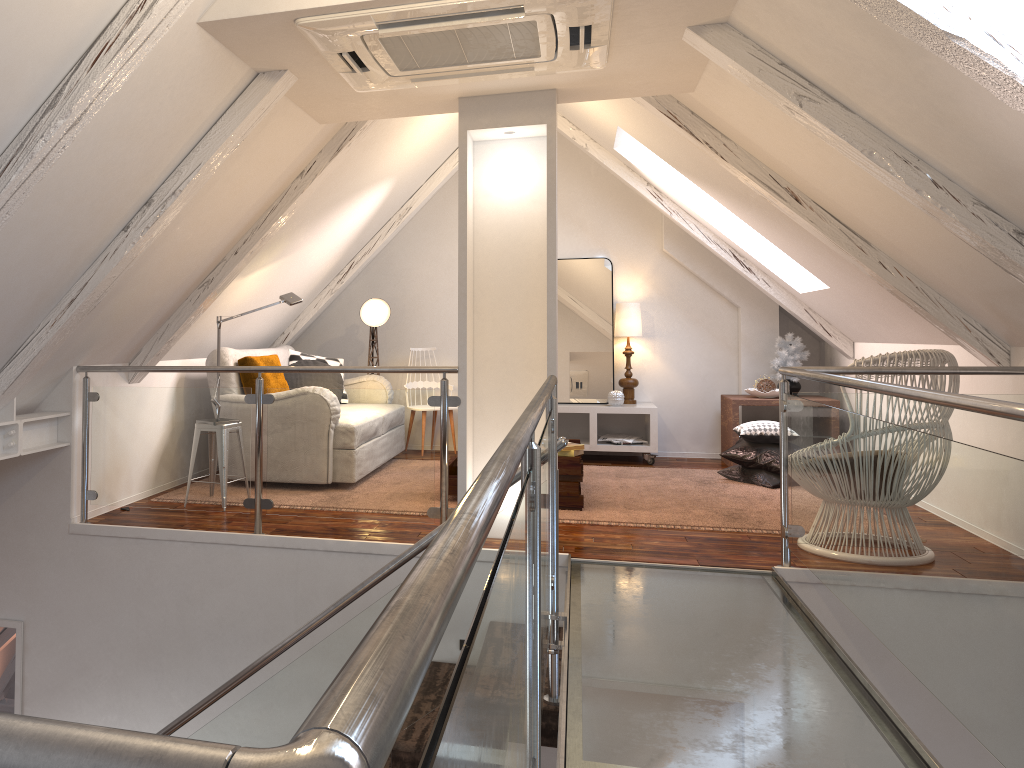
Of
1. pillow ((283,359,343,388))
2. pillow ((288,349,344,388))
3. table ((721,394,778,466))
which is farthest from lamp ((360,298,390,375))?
table ((721,394,778,466))

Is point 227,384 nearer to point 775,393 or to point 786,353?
point 775,393

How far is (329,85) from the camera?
3.2m

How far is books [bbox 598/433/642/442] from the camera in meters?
6.1

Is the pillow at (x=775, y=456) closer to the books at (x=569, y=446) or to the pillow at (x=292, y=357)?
the books at (x=569, y=446)

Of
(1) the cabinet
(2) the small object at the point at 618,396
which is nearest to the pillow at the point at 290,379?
(1) the cabinet

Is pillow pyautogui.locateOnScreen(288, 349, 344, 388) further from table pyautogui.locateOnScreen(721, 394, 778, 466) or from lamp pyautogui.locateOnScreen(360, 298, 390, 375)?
table pyautogui.locateOnScreen(721, 394, 778, 466)

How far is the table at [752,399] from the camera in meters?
5.8 m

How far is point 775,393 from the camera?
5.85m

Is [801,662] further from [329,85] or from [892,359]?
[329,85]
